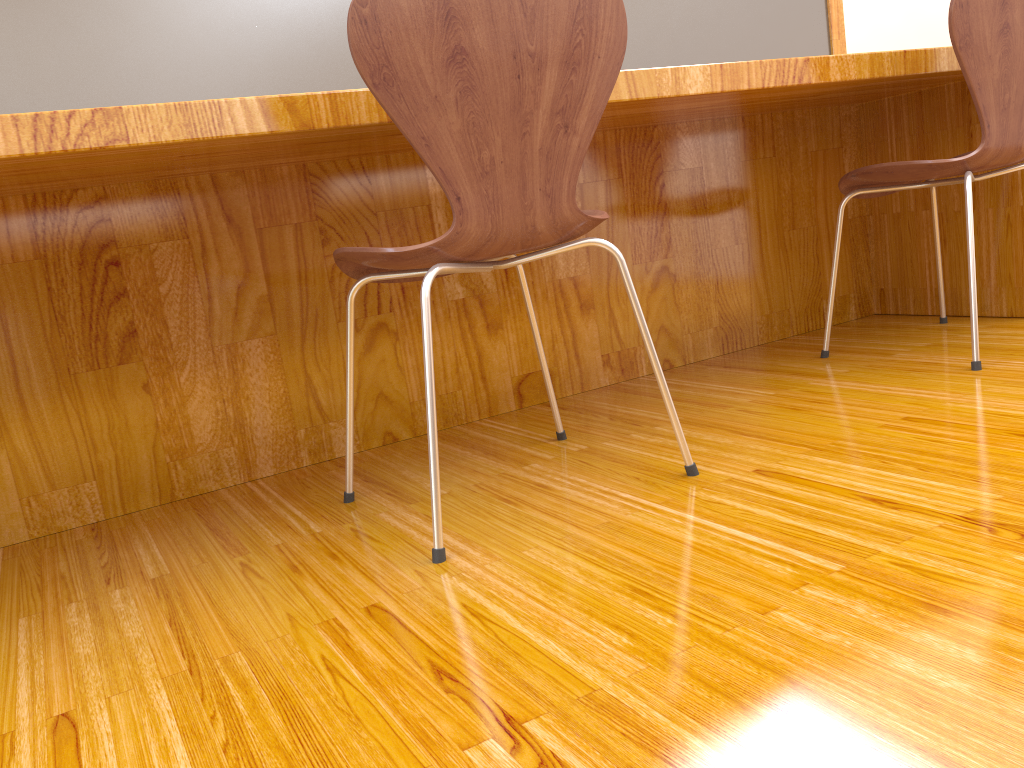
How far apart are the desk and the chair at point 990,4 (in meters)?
0.09

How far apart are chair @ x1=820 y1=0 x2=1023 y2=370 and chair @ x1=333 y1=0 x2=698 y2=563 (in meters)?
0.71

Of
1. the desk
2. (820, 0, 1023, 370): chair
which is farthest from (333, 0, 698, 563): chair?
(820, 0, 1023, 370): chair

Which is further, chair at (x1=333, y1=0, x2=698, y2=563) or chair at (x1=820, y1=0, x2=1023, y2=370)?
chair at (x1=820, y1=0, x2=1023, y2=370)

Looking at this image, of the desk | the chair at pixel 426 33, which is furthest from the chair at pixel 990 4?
the chair at pixel 426 33

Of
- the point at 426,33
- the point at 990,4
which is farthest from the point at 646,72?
the point at 990,4

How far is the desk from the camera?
1.45m

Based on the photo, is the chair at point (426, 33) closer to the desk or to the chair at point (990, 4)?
the desk

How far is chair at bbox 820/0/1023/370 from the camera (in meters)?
1.57

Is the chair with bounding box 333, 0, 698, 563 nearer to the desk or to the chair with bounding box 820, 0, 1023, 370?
the desk
